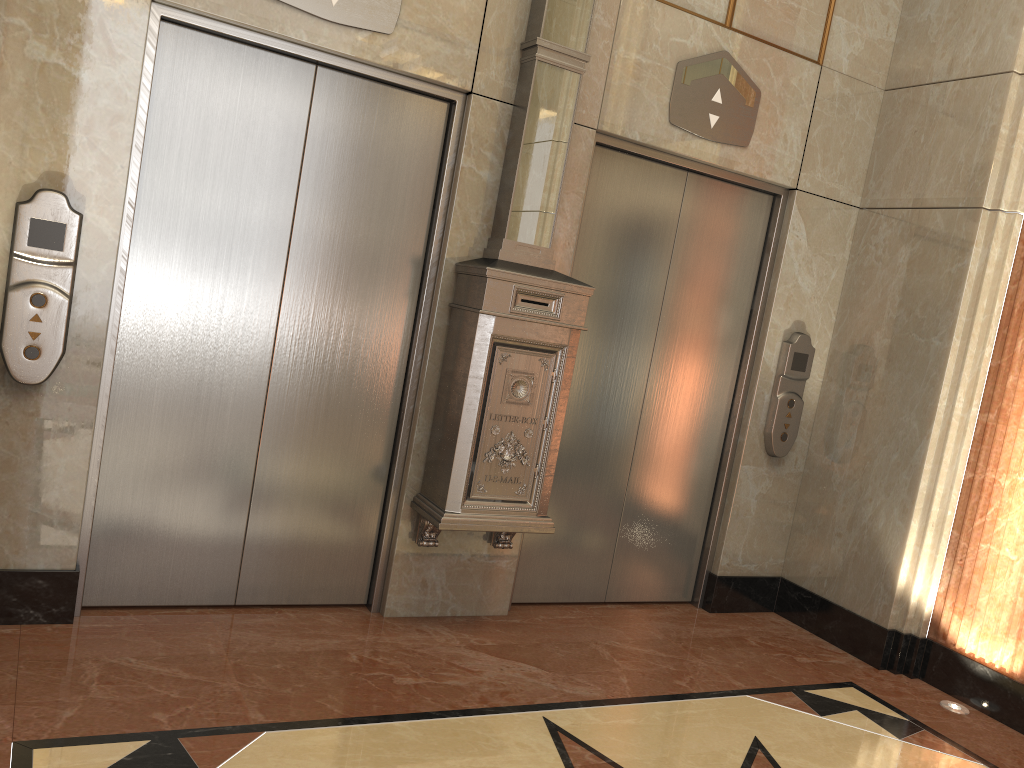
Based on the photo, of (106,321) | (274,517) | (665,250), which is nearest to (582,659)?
(274,517)

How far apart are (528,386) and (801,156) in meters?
1.9
